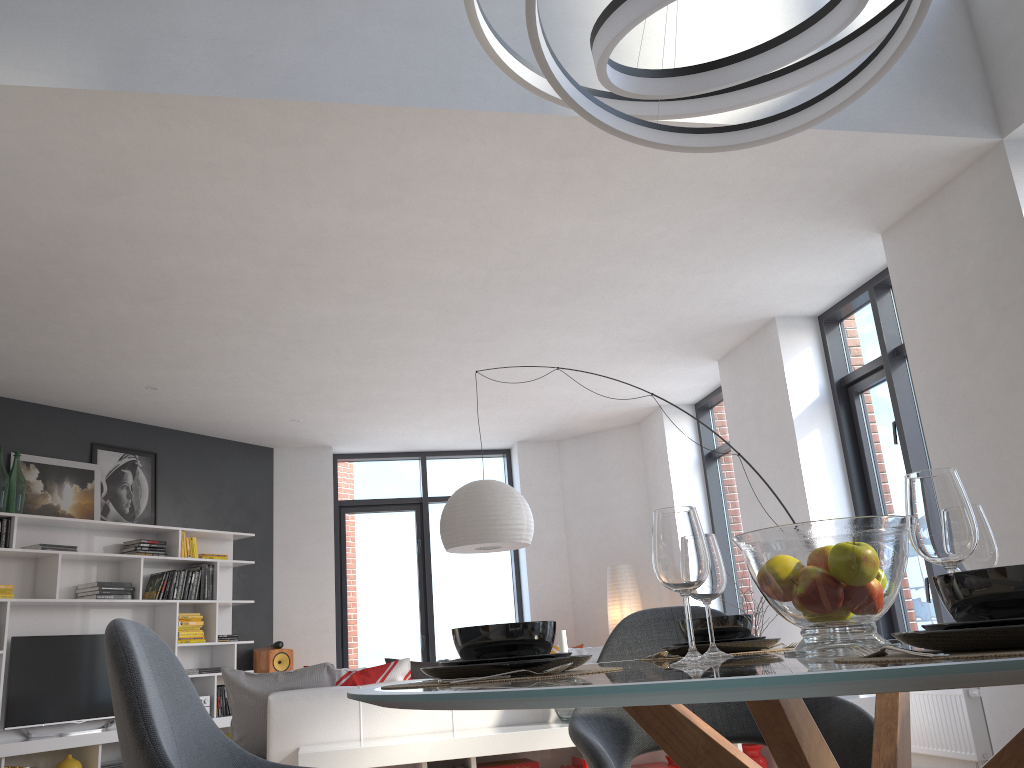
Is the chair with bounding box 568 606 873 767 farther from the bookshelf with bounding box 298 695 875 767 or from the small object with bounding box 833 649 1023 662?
the bookshelf with bounding box 298 695 875 767

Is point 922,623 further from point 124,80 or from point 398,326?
point 124,80

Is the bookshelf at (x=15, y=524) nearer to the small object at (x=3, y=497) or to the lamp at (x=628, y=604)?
the small object at (x=3, y=497)

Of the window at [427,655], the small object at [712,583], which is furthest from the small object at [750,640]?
the window at [427,655]

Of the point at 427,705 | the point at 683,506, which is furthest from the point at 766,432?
the point at 427,705

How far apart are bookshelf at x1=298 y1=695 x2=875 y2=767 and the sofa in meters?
0.1

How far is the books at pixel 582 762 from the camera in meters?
3.8

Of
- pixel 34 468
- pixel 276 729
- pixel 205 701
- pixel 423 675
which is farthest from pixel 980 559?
pixel 205 701

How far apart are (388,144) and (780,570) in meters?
3.1

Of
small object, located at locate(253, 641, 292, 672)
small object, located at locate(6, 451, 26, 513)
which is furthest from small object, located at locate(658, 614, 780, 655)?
small object, located at locate(253, 641, 292, 672)
